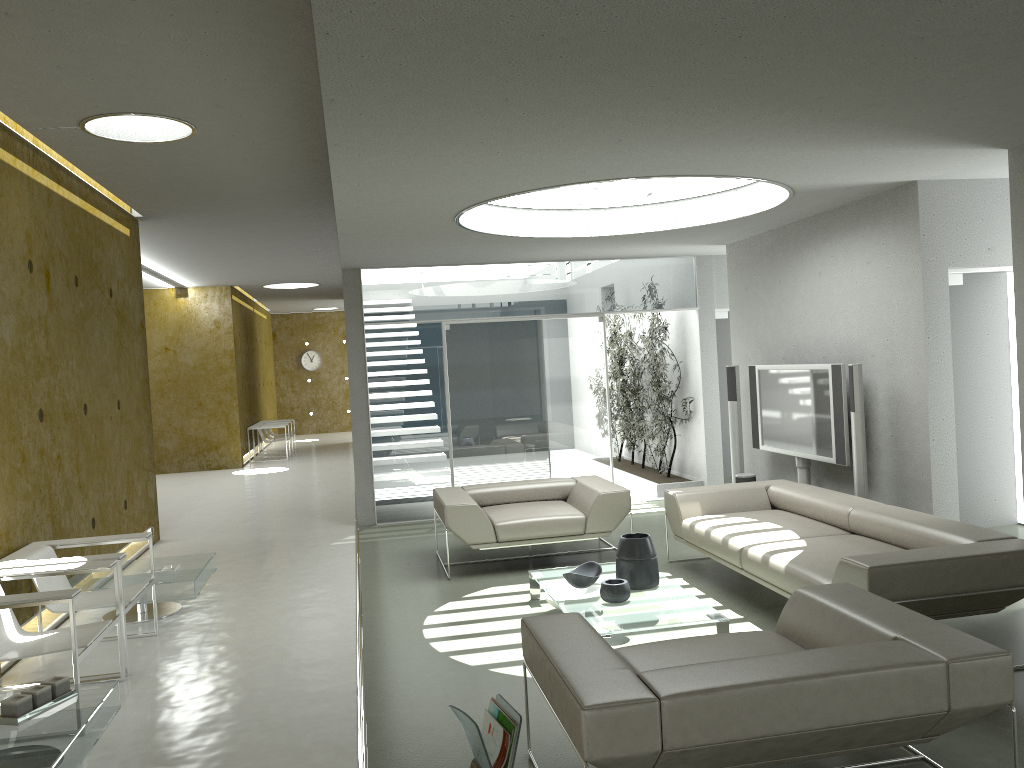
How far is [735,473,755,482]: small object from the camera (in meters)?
8.13

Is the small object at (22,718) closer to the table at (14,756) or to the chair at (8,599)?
the table at (14,756)

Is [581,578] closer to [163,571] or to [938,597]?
[938,597]

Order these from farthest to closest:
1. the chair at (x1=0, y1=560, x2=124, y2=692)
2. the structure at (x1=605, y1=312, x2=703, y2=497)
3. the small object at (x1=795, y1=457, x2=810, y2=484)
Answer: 1. the structure at (x1=605, y1=312, x2=703, y2=497)
2. the small object at (x1=795, y1=457, x2=810, y2=484)
3. the chair at (x1=0, y1=560, x2=124, y2=692)

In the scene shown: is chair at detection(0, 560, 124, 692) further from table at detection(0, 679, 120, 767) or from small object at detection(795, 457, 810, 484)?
small object at detection(795, 457, 810, 484)

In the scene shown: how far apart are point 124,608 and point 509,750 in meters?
2.7 m

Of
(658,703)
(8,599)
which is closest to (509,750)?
(658,703)

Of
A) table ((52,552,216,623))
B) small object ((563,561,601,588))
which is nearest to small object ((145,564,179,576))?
table ((52,552,216,623))

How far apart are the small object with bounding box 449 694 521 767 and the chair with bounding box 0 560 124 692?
1.89m

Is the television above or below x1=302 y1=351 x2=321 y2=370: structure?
below
